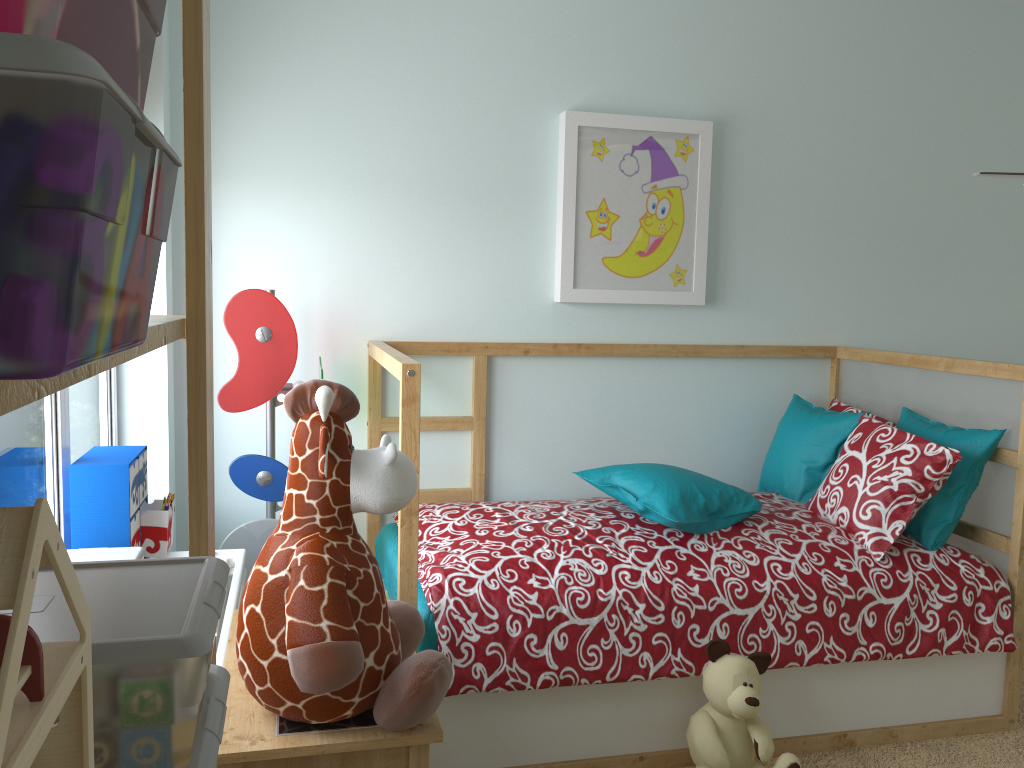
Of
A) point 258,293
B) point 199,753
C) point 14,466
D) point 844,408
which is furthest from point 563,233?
point 199,753

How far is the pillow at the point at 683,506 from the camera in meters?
2.3

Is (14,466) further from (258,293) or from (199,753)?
(199,753)

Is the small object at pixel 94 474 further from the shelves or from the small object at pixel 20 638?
the small object at pixel 20 638

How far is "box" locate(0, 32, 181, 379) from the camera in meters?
0.2 m

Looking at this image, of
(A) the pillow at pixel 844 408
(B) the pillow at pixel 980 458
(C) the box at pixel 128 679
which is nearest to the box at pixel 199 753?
(C) the box at pixel 128 679

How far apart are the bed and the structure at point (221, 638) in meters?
0.4

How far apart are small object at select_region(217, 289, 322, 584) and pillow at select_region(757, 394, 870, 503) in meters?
1.5

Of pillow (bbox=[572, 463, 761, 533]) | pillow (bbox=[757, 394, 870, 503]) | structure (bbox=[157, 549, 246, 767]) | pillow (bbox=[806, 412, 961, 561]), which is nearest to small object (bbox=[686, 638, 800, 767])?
pillow (bbox=[572, 463, 761, 533])

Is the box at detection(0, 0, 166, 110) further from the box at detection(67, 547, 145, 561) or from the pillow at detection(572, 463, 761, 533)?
the pillow at detection(572, 463, 761, 533)
